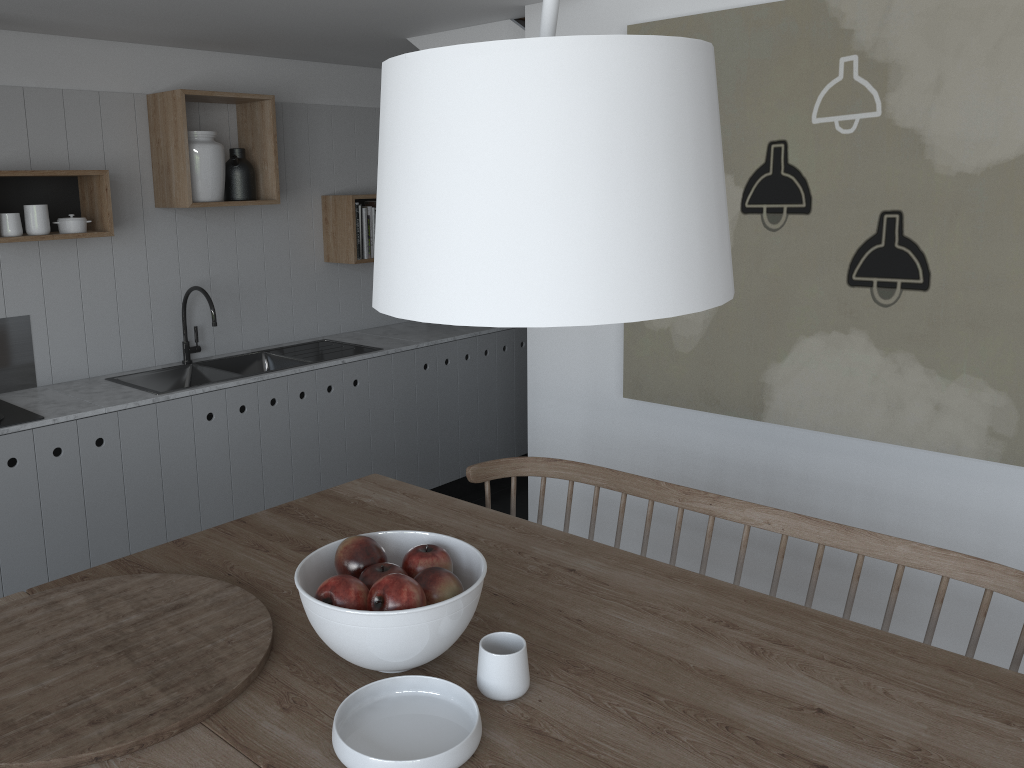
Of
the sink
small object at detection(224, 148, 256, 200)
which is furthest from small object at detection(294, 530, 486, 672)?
small object at detection(224, 148, 256, 200)

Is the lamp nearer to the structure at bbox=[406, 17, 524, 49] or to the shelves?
the structure at bbox=[406, 17, 524, 49]

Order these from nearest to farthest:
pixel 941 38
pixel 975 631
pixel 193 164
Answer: pixel 975 631 → pixel 941 38 → pixel 193 164

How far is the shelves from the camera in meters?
3.4

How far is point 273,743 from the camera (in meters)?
1.27

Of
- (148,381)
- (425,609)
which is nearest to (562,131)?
(425,609)

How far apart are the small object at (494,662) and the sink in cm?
242

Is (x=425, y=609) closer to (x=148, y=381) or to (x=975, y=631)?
(x=975, y=631)

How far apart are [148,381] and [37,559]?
0.9 meters

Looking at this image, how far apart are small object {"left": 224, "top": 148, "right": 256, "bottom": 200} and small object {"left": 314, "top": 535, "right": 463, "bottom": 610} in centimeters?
275cm
